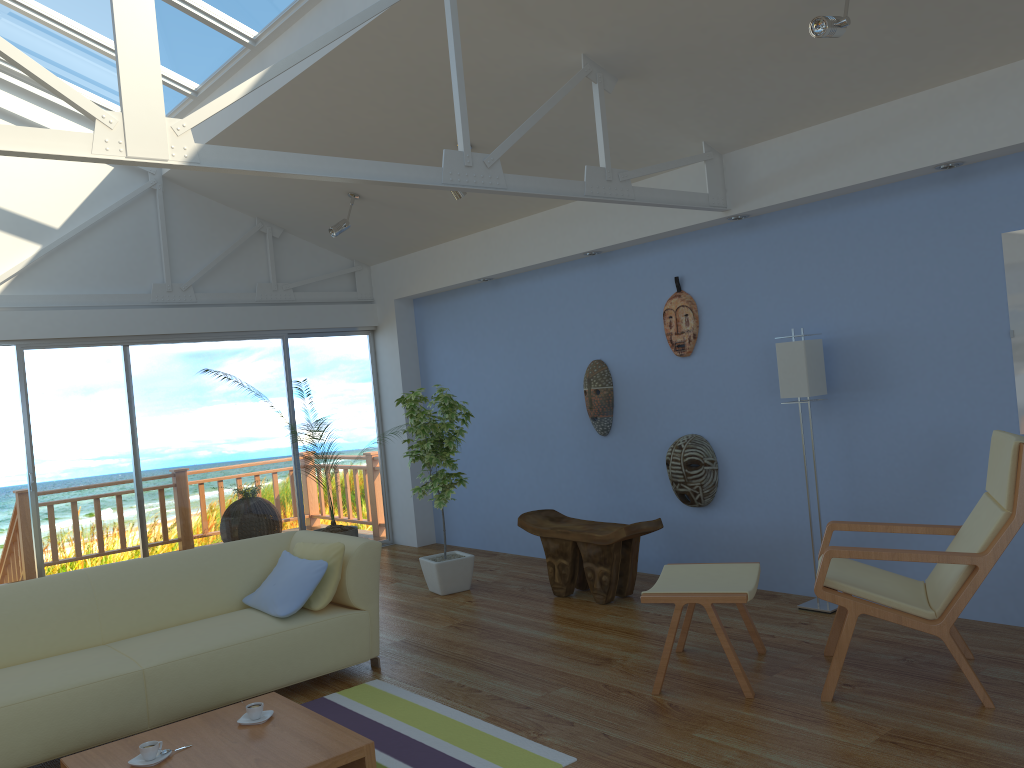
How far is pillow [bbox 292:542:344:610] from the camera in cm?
430

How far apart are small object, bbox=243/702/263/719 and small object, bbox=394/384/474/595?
2.57m

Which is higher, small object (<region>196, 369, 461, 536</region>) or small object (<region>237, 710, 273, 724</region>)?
small object (<region>196, 369, 461, 536</region>)

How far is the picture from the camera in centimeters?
407cm

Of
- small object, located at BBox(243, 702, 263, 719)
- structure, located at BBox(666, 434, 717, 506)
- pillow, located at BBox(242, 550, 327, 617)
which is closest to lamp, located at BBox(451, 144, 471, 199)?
structure, located at BBox(666, 434, 717, 506)

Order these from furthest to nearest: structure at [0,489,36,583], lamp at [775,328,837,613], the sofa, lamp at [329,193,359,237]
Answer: structure at [0,489,36,583] → lamp at [329,193,359,237] → lamp at [775,328,837,613] → the sofa

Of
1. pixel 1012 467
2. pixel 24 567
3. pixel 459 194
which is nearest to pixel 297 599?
pixel 459 194

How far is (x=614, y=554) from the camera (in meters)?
5.22

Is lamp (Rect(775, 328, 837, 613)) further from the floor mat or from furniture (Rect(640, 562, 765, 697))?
the floor mat

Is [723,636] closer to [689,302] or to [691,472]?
[691,472]
